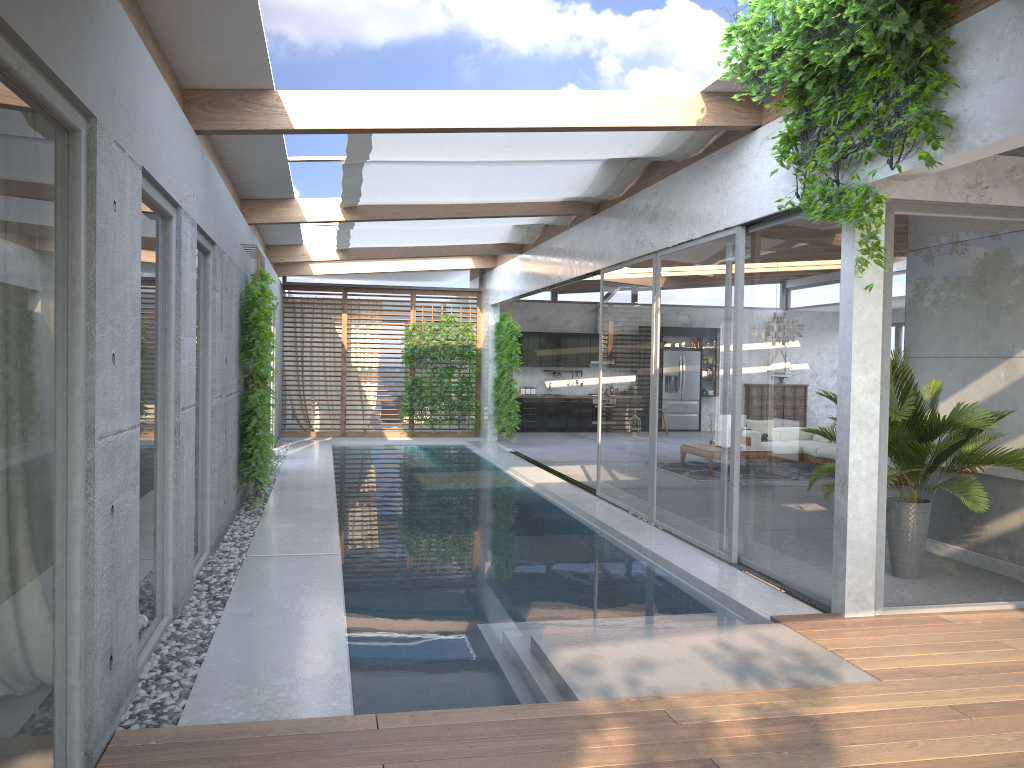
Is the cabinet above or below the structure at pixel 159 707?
above

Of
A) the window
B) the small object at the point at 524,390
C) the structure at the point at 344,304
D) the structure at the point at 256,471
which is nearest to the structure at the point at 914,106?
the window

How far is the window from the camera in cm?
285

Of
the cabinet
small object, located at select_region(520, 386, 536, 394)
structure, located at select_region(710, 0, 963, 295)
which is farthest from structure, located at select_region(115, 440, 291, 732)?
small object, located at select_region(520, 386, 536, 394)

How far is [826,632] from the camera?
5.3m

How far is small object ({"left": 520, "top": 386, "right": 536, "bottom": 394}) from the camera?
20.6m

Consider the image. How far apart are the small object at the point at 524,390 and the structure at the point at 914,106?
14.6m

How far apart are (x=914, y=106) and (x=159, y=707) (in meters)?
4.80

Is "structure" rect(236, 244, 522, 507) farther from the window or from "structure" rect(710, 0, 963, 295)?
"structure" rect(710, 0, 963, 295)

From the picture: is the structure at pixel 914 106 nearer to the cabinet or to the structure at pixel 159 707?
the structure at pixel 159 707
